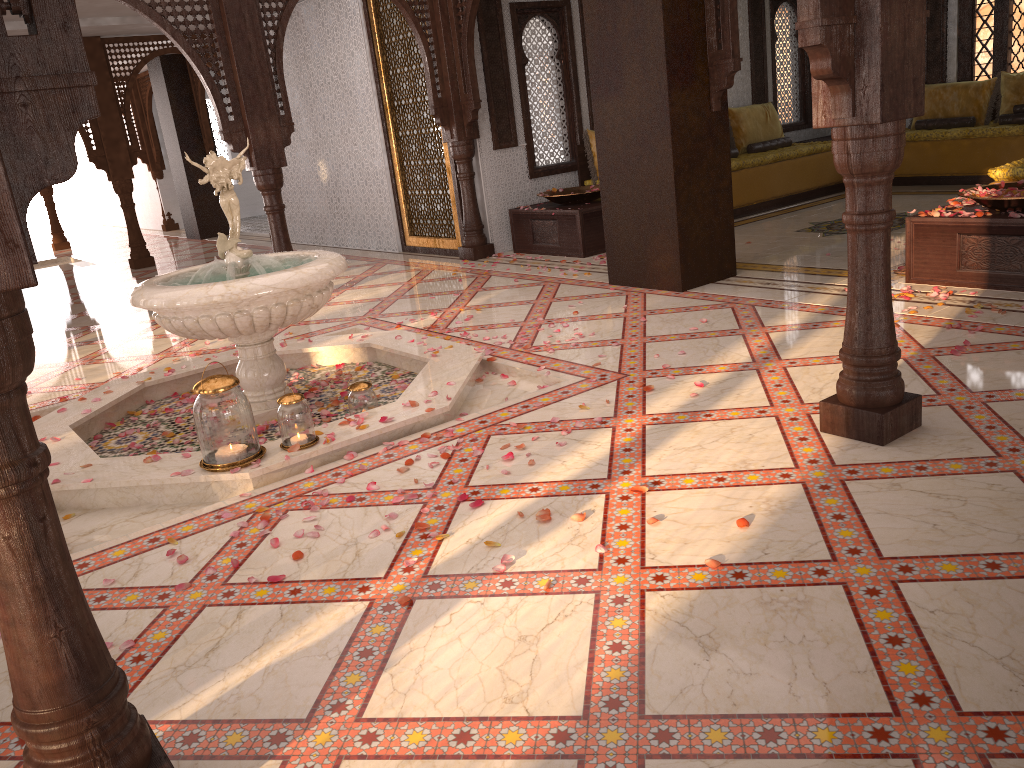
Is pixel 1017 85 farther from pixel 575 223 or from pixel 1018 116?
pixel 575 223

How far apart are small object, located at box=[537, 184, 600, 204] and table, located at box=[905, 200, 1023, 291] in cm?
329

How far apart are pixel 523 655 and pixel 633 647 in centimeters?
28cm

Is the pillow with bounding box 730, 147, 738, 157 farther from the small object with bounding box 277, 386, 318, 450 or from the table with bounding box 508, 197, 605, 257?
the small object with bounding box 277, 386, 318, 450

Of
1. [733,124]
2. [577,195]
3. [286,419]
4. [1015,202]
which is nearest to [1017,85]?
[733,124]

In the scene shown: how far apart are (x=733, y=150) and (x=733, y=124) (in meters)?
0.50

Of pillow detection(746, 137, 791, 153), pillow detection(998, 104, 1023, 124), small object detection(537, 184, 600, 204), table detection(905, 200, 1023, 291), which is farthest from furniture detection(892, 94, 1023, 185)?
table detection(905, 200, 1023, 291)

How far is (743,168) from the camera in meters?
9.0

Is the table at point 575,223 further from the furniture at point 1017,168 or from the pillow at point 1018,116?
the pillow at point 1018,116

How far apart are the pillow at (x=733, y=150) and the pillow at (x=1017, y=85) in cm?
285
